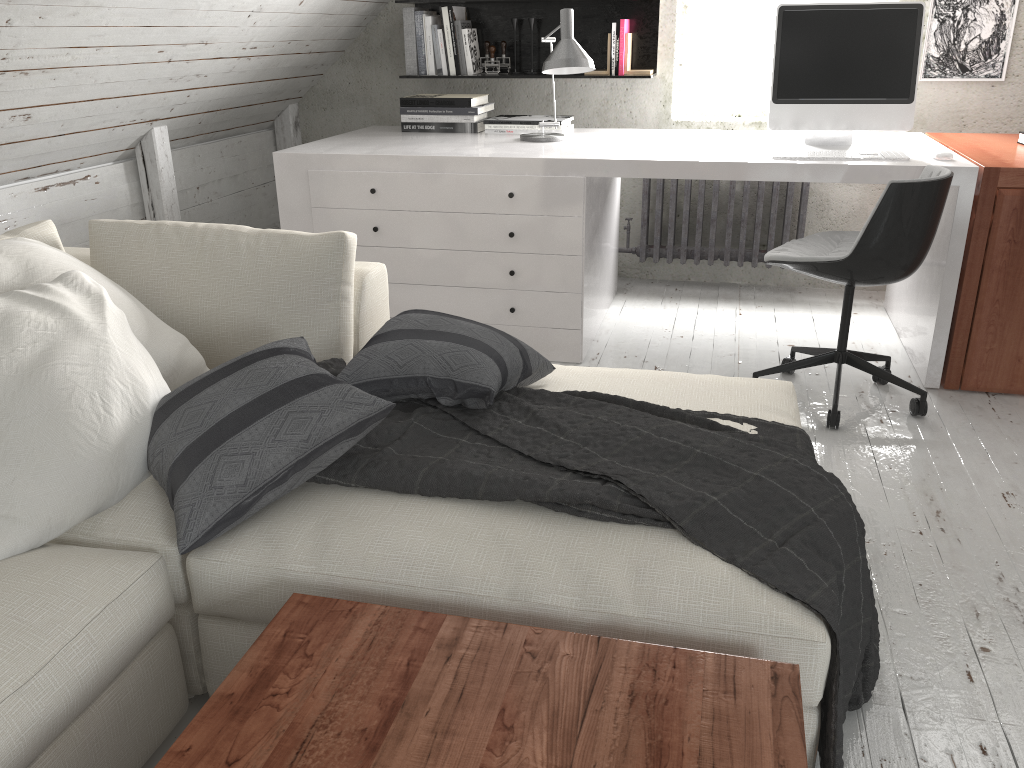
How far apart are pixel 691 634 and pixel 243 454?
0.8 meters

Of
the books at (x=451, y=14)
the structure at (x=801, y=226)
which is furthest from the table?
the books at (x=451, y=14)

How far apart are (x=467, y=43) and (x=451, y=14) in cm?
14

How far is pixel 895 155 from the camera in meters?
2.9

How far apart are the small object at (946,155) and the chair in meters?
0.2

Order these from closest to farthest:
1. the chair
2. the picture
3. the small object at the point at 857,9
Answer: Result: the chair, the small object at the point at 857,9, the picture

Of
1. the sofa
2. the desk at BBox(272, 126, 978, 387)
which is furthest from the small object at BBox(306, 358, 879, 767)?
the desk at BBox(272, 126, 978, 387)

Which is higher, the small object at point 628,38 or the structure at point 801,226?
the small object at point 628,38

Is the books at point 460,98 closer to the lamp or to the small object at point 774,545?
the lamp

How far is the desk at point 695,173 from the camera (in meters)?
2.95
